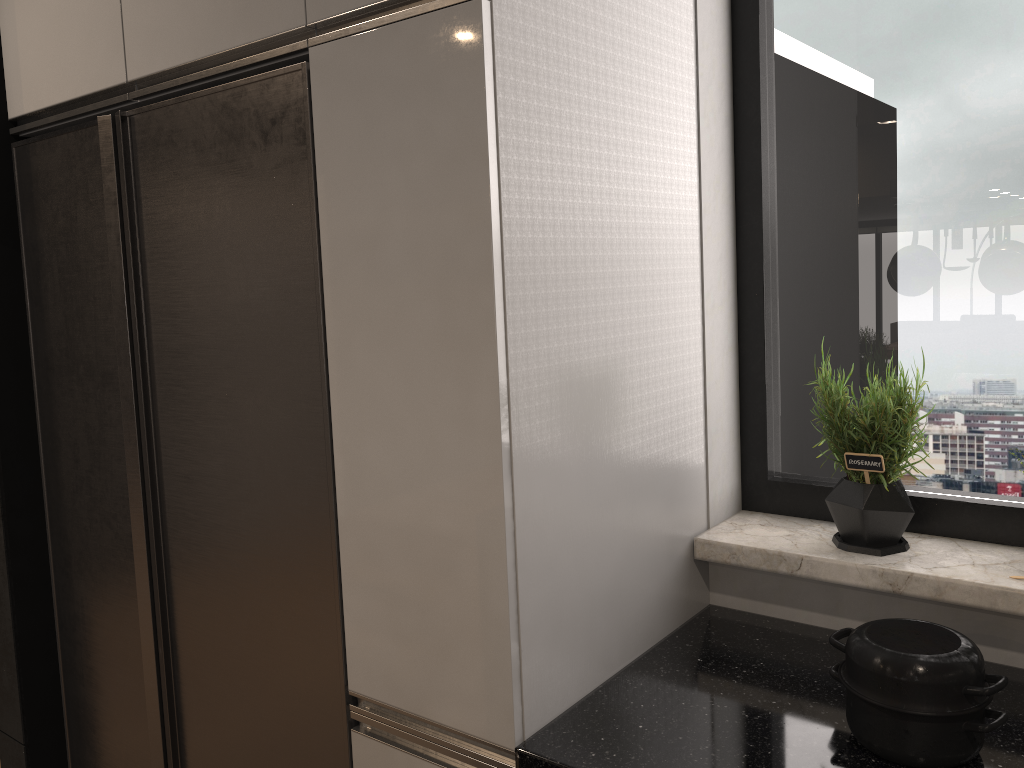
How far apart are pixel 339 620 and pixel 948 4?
1.5m

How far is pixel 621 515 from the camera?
1.4m

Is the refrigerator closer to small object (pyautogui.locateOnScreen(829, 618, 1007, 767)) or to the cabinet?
the cabinet

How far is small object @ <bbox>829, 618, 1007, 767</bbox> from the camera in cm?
111

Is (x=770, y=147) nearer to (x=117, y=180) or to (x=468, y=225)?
(x=468, y=225)

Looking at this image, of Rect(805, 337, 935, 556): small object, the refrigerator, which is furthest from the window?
the refrigerator

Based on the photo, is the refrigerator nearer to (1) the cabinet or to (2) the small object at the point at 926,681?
(1) the cabinet

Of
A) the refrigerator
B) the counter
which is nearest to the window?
the counter

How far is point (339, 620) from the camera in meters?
1.4

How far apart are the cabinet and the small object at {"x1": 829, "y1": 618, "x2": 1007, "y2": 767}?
0.3m
